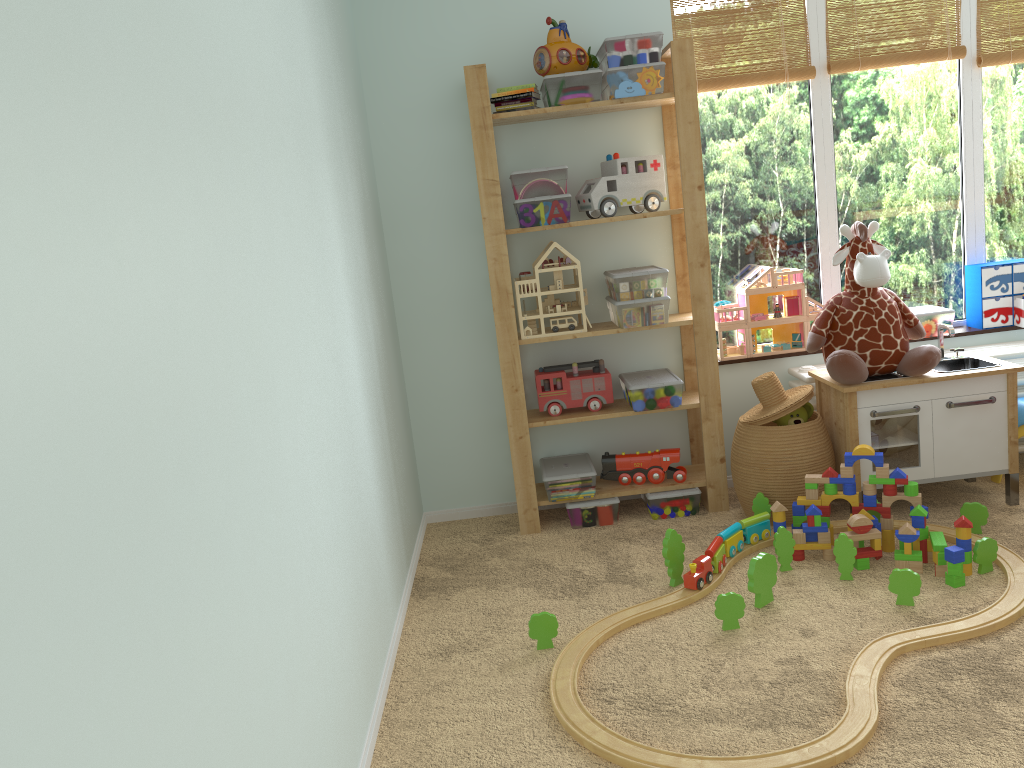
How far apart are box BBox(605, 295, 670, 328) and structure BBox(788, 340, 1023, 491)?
0.57m

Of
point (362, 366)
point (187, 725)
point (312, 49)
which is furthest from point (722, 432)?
point (187, 725)

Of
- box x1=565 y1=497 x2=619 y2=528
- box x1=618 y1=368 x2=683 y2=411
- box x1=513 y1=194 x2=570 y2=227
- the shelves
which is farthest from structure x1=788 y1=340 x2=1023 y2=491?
box x1=513 y1=194 x2=570 y2=227

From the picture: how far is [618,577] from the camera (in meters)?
2.76

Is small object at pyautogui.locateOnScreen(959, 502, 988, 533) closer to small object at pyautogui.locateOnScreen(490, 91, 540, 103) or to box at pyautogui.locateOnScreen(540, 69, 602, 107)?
box at pyautogui.locateOnScreen(540, 69, 602, 107)

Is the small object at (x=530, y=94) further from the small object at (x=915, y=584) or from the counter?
the small object at (x=915, y=584)

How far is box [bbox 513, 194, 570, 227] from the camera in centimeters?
300cm

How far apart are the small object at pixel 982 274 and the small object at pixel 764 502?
1.2 meters

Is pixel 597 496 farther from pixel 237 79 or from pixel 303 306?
pixel 237 79

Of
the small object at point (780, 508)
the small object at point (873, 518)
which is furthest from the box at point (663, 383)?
the small object at point (873, 518)
